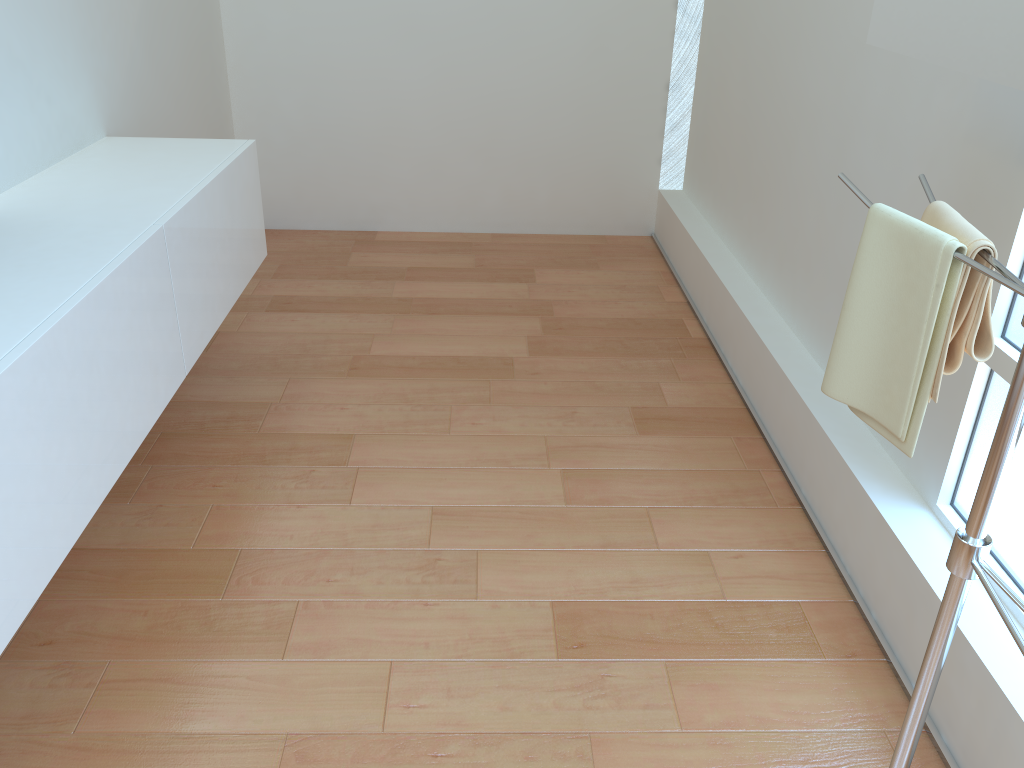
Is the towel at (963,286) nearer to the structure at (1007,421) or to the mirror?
the structure at (1007,421)

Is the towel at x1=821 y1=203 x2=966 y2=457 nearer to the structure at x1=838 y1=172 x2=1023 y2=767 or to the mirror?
the structure at x1=838 y1=172 x2=1023 y2=767

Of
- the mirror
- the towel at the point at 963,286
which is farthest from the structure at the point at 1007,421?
the mirror

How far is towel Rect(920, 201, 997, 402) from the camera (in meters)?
1.29

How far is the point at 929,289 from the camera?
1.3m

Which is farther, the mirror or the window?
the window

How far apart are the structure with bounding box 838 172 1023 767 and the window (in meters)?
0.36

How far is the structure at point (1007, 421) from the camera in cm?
115

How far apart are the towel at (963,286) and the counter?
1.4 meters

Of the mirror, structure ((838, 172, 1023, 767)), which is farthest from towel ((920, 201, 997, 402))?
the mirror
